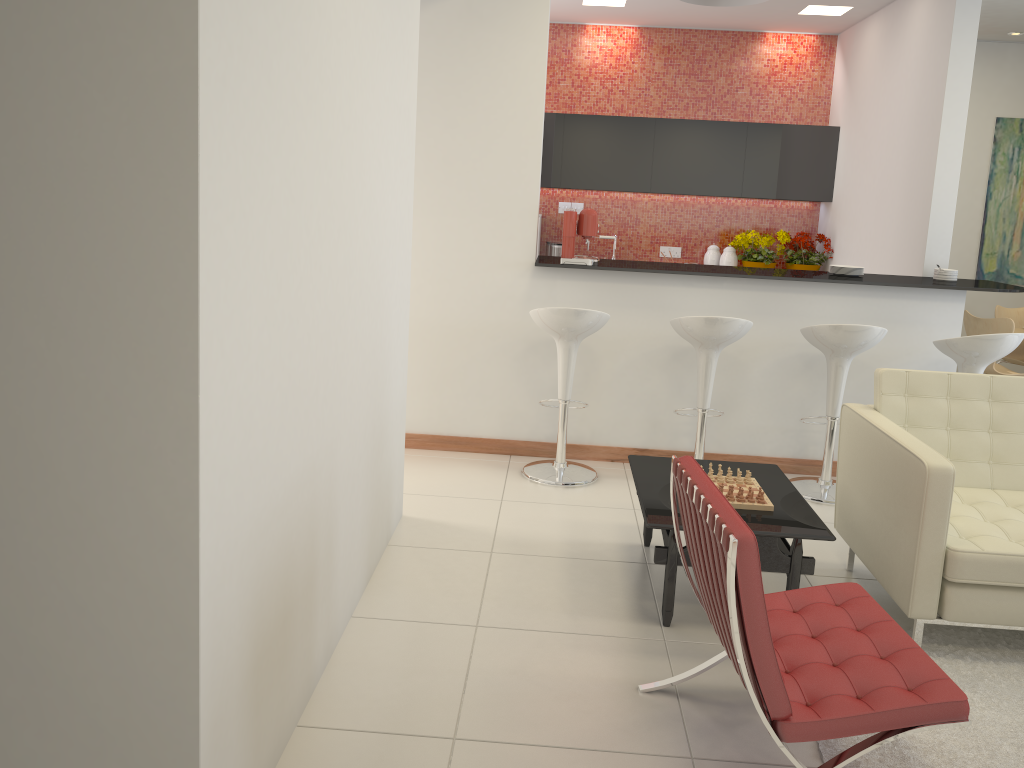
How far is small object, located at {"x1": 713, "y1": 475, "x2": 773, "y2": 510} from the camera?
3.5m

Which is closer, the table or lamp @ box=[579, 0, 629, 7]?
the table

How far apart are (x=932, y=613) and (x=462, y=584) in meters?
1.8

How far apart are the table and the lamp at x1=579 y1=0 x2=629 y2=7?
4.49m

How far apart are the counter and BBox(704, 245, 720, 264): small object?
2.5m

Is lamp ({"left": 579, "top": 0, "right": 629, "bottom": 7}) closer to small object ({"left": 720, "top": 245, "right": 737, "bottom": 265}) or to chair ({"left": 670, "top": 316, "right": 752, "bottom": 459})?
small object ({"left": 720, "top": 245, "right": 737, "bottom": 265})

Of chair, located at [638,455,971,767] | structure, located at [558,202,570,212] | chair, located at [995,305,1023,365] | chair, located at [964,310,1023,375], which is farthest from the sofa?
structure, located at [558,202,570,212]

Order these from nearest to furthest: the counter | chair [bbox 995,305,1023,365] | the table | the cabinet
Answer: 1. the table
2. the counter
3. chair [bbox 995,305,1023,365]
4. the cabinet

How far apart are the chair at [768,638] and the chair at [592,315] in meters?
2.1

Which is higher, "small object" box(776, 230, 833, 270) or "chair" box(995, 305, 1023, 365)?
"small object" box(776, 230, 833, 270)
